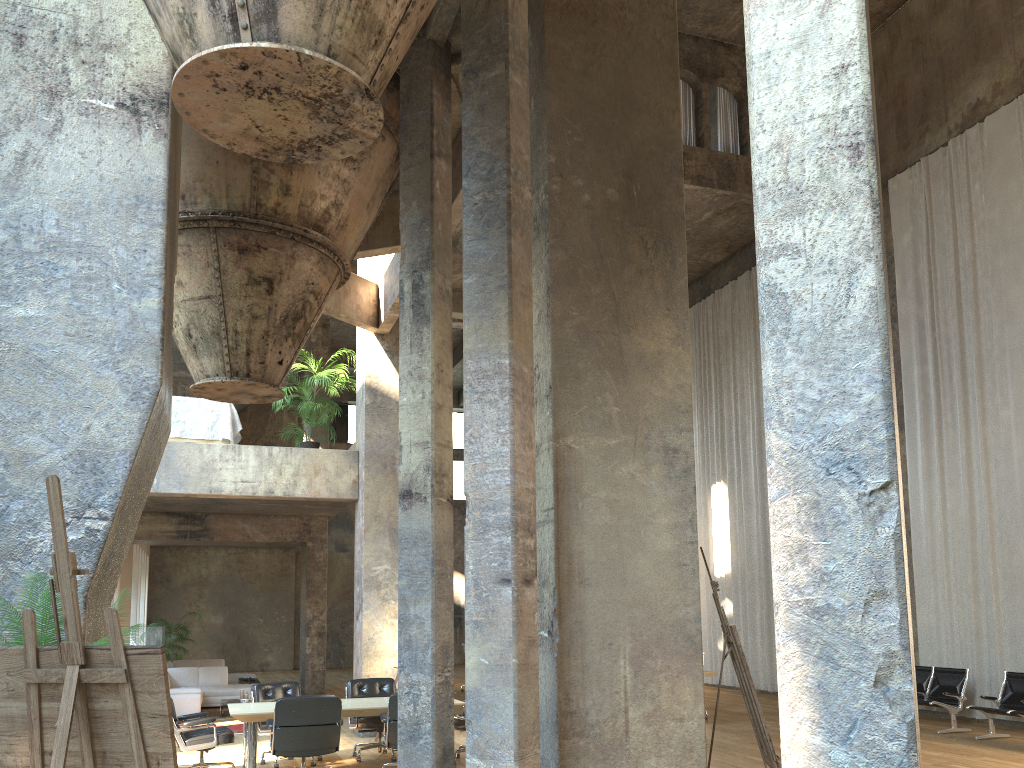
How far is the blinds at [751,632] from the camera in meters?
17.3

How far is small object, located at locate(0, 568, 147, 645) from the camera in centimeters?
371cm

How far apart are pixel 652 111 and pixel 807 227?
4.61m

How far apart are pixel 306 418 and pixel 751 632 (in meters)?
9.78

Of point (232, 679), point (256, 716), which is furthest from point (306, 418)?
point (232, 679)

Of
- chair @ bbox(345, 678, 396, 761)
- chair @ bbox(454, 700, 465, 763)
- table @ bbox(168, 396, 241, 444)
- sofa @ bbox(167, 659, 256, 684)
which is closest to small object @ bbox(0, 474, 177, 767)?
chair @ bbox(454, 700, 465, 763)

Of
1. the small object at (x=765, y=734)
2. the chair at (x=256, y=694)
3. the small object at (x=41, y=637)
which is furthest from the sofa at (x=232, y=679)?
the small object at (x=41, y=637)

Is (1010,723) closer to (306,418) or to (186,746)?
(186,746)

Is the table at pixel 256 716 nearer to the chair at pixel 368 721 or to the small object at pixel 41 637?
the chair at pixel 368 721

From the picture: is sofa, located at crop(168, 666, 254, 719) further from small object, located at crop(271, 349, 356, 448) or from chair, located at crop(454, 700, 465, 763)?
chair, located at crop(454, 700, 465, 763)
